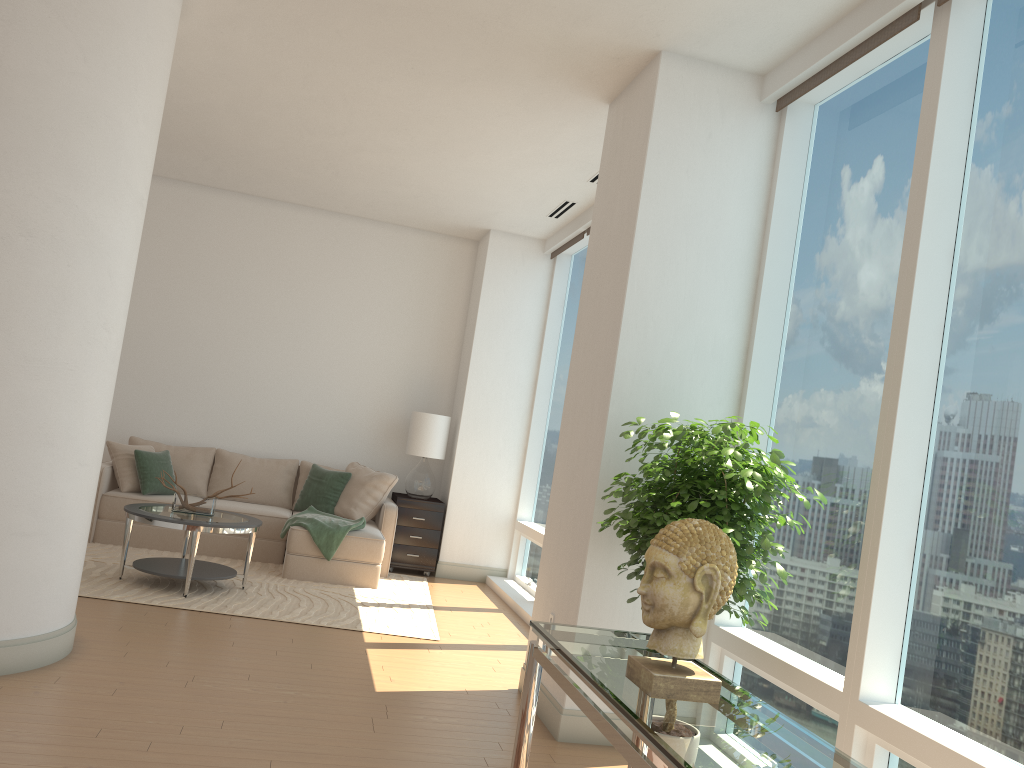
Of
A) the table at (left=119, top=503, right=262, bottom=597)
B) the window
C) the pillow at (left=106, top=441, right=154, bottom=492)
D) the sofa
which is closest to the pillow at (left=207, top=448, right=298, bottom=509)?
the sofa

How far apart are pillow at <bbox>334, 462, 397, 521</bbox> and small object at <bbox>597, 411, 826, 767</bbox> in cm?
434

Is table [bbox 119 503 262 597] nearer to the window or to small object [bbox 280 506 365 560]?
small object [bbox 280 506 365 560]

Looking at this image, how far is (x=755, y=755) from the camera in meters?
1.9

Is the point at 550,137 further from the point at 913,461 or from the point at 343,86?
the point at 913,461

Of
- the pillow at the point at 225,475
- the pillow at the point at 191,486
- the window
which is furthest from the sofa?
the window

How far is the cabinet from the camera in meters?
8.3 m

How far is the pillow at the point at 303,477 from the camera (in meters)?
8.49

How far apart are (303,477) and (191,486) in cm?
101

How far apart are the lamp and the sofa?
0.3 meters
